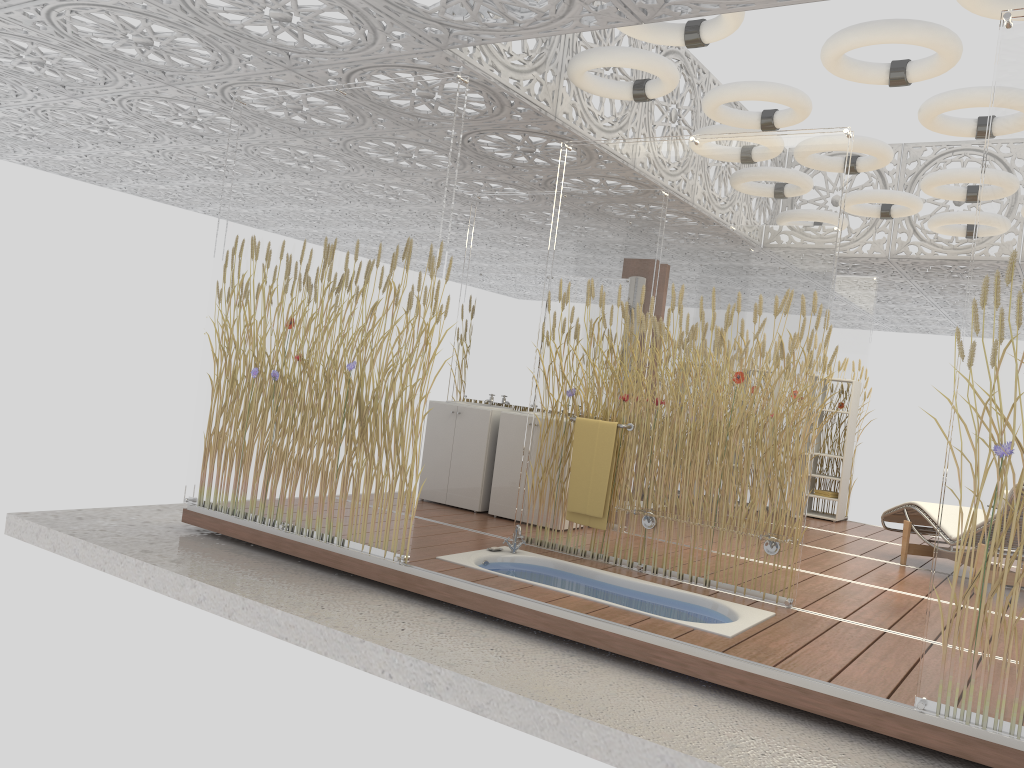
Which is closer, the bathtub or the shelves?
the bathtub

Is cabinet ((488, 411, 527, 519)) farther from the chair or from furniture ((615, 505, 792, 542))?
the chair

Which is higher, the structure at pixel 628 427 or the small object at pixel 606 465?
the structure at pixel 628 427

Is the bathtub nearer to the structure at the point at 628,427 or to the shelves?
the structure at the point at 628,427

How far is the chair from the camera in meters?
6.6 m

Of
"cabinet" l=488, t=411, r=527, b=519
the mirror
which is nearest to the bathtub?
"cabinet" l=488, t=411, r=527, b=519

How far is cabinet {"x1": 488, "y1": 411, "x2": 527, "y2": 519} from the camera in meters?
6.6

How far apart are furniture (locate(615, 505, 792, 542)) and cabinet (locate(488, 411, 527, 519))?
1.6 meters

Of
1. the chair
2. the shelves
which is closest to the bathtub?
the chair

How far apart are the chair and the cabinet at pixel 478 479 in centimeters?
322cm
